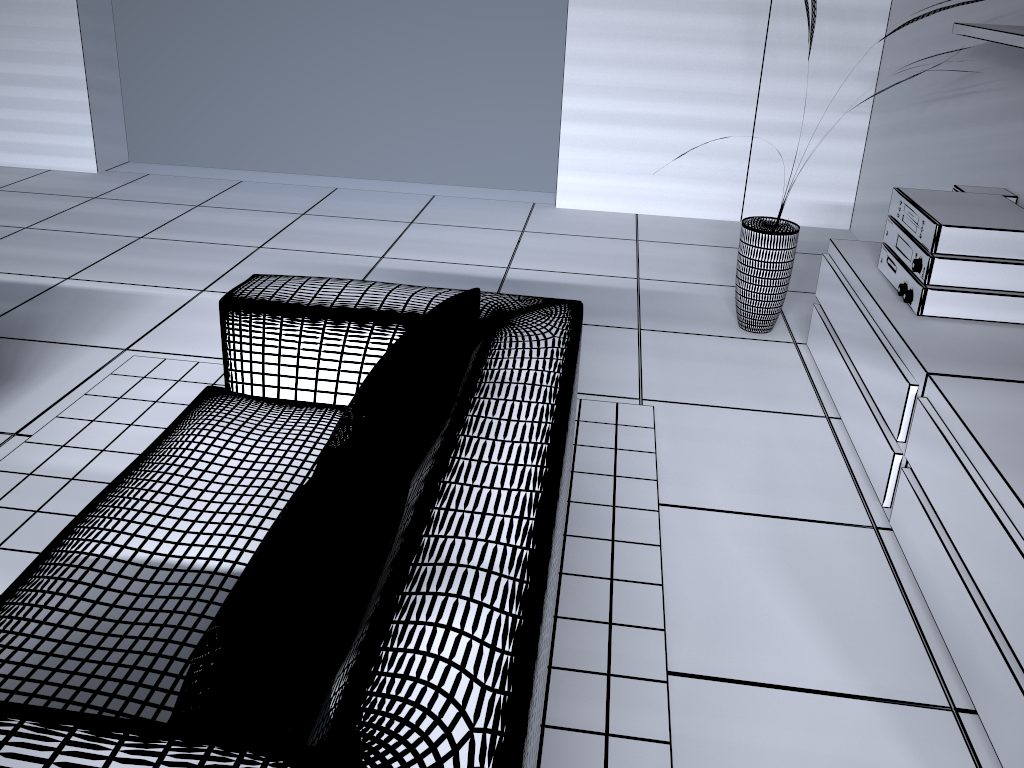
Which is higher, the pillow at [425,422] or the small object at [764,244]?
the pillow at [425,422]

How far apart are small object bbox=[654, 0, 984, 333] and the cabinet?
0.18m

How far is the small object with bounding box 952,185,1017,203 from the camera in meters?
2.9

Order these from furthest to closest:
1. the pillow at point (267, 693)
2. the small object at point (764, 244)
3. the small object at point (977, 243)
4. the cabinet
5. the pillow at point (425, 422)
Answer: the small object at point (764, 244)
the small object at point (977, 243)
the cabinet
the pillow at point (425, 422)
the pillow at point (267, 693)

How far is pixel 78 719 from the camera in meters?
1.0 m

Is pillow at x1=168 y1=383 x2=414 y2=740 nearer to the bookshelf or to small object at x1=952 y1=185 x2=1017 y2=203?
the bookshelf

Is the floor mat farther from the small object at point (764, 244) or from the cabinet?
the small object at point (764, 244)

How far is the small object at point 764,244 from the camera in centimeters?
328cm

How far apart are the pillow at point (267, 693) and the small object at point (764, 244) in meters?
2.2 m

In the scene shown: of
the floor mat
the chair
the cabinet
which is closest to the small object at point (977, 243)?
the cabinet
